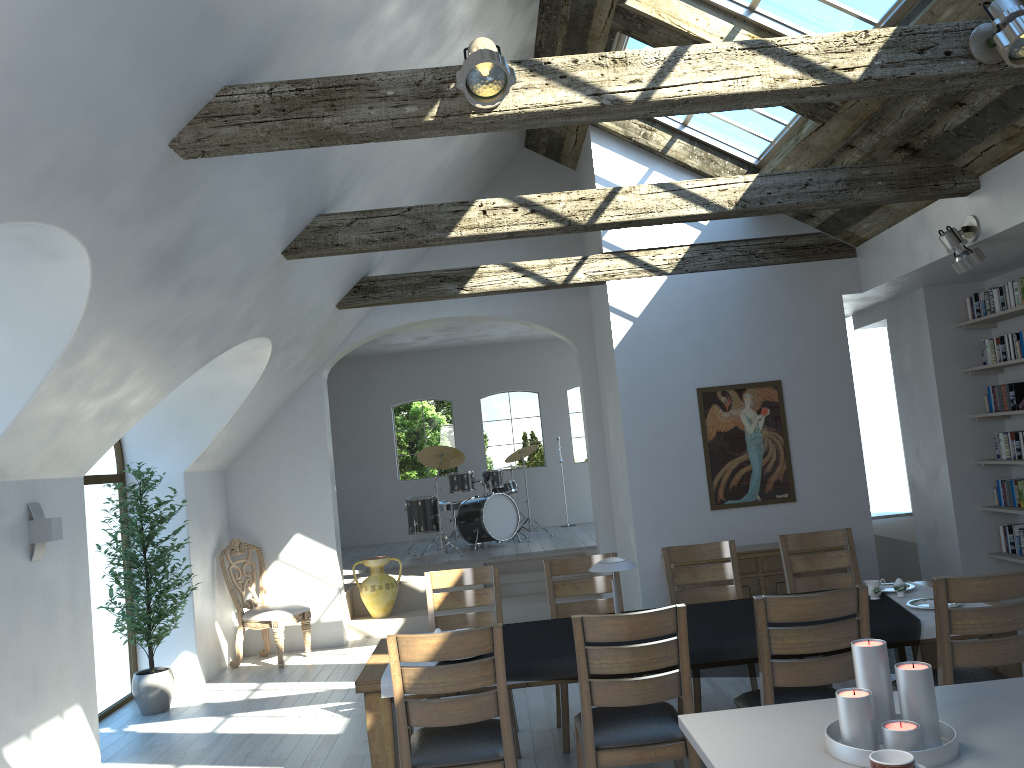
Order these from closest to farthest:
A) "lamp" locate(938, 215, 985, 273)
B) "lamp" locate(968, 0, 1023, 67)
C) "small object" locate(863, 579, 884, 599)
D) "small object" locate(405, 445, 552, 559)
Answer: "lamp" locate(968, 0, 1023, 67), "small object" locate(863, 579, 884, 599), "lamp" locate(938, 215, 985, 273), "small object" locate(405, 445, 552, 559)

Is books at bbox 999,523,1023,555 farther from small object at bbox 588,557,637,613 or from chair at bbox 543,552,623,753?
small object at bbox 588,557,637,613

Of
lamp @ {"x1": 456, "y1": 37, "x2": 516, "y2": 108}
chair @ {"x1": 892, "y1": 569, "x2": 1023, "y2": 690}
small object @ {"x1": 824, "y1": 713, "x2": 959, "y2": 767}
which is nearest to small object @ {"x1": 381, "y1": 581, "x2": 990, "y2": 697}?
chair @ {"x1": 892, "y1": 569, "x2": 1023, "y2": 690}

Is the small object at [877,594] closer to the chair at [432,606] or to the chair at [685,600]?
the chair at [685,600]

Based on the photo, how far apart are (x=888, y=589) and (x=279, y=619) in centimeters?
526cm

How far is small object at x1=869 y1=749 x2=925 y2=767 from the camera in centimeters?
181cm

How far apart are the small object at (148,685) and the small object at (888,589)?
4.9 meters

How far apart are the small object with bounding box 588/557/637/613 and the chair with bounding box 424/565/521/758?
1.1 meters

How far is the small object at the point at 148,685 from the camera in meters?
6.6 m

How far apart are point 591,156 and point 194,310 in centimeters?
402cm
